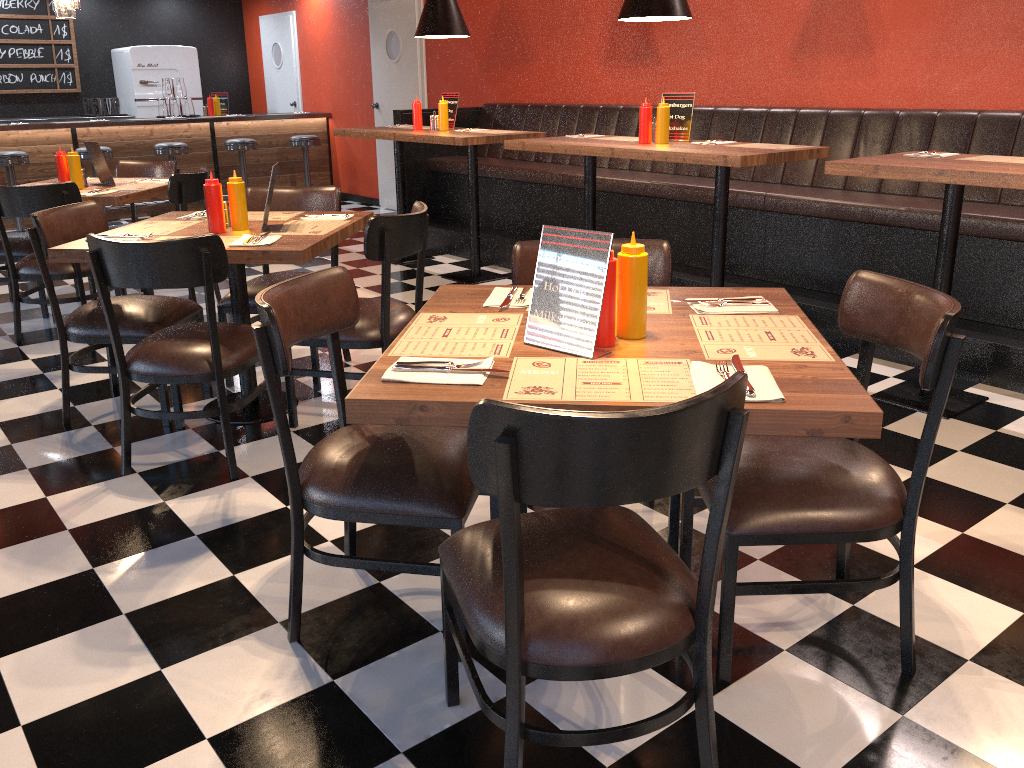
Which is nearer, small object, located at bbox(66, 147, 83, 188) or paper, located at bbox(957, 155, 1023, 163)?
paper, located at bbox(957, 155, 1023, 163)

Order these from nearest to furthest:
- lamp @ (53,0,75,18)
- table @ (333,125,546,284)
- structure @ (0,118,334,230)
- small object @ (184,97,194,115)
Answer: lamp @ (53,0,75,18) < table @ (333,125,546,284) < structure @ (0,118,334,230) < small object @ (184,97,194,115)

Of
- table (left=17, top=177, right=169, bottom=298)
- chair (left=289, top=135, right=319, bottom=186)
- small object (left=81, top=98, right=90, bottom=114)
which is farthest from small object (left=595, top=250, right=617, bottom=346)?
small object (left=81, top=98, right=90, bottom=114)

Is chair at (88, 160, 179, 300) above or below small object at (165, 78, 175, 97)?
below

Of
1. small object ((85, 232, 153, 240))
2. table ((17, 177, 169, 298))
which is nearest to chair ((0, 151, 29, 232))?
table ((17, 177, 169, 298))

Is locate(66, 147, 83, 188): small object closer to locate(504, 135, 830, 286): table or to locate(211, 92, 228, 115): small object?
locate(504, 135, 830, 286): table

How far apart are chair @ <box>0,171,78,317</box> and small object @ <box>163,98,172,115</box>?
4.8 meters

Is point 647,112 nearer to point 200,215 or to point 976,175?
point 976,175

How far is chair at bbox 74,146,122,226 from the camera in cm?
848

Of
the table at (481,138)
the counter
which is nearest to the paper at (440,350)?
the table at (481,138)
